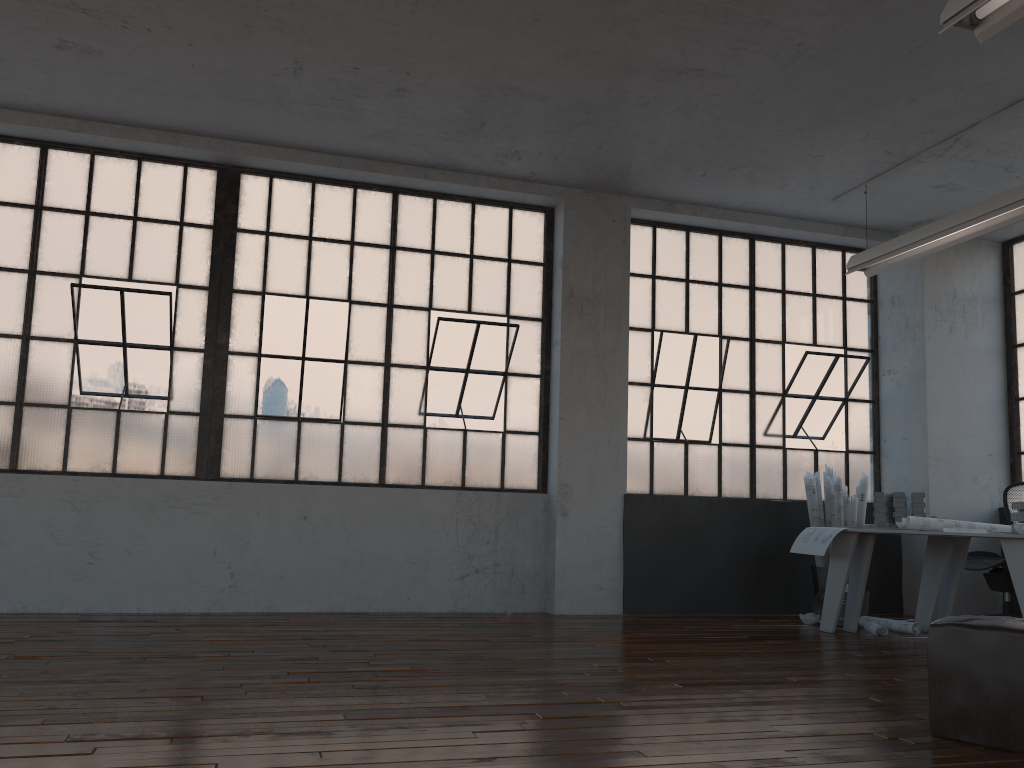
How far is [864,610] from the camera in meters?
Result: 6.3

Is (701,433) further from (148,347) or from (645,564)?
(148,347)

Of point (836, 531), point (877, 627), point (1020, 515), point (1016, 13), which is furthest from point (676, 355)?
point (1016, 13)

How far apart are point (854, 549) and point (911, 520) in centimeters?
40cm

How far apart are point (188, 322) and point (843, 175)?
4.9m

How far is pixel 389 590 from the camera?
6.33m

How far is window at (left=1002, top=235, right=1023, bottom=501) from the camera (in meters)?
7.34

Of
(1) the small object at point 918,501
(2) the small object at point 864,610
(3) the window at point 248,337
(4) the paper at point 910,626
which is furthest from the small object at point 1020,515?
(3) the window at point 248,337

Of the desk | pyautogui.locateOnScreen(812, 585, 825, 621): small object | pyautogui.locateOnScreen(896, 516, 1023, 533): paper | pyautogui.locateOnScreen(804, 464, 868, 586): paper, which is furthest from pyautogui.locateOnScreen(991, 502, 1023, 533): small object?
pyautogui.locateOnScreen(812, 585, 825, 621): small object

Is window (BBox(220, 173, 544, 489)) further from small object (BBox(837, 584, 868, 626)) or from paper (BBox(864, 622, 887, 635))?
paper (BBox(864, 622, 887, 635))
